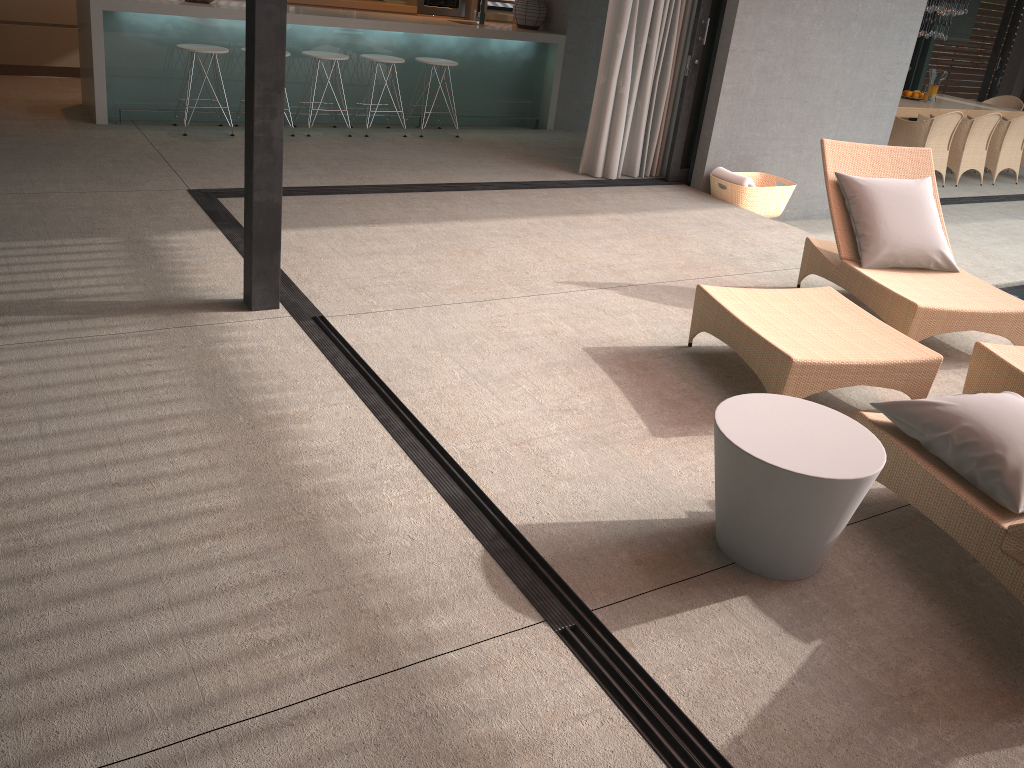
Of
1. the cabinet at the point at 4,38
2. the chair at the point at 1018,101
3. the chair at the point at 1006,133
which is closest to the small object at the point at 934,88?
the chair at the point at 1018,101

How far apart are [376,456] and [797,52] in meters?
5.6 m

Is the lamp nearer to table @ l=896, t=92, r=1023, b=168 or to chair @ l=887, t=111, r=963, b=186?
table @ l=896, t=92, r=1023, b=168

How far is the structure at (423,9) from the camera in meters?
9.5 m

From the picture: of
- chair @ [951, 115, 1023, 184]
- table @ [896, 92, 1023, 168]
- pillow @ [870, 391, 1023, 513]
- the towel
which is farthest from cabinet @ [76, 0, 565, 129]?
pillow @ [870, 391, 1023, 513]

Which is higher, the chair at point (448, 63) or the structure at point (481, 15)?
the structure at point (481, 15)

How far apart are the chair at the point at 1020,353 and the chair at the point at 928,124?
5.1m

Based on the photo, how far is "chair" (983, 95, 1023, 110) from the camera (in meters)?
12.09

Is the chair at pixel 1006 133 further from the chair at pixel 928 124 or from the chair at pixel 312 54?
the chair at pixel 312 54

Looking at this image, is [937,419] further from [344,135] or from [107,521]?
[344,135]
